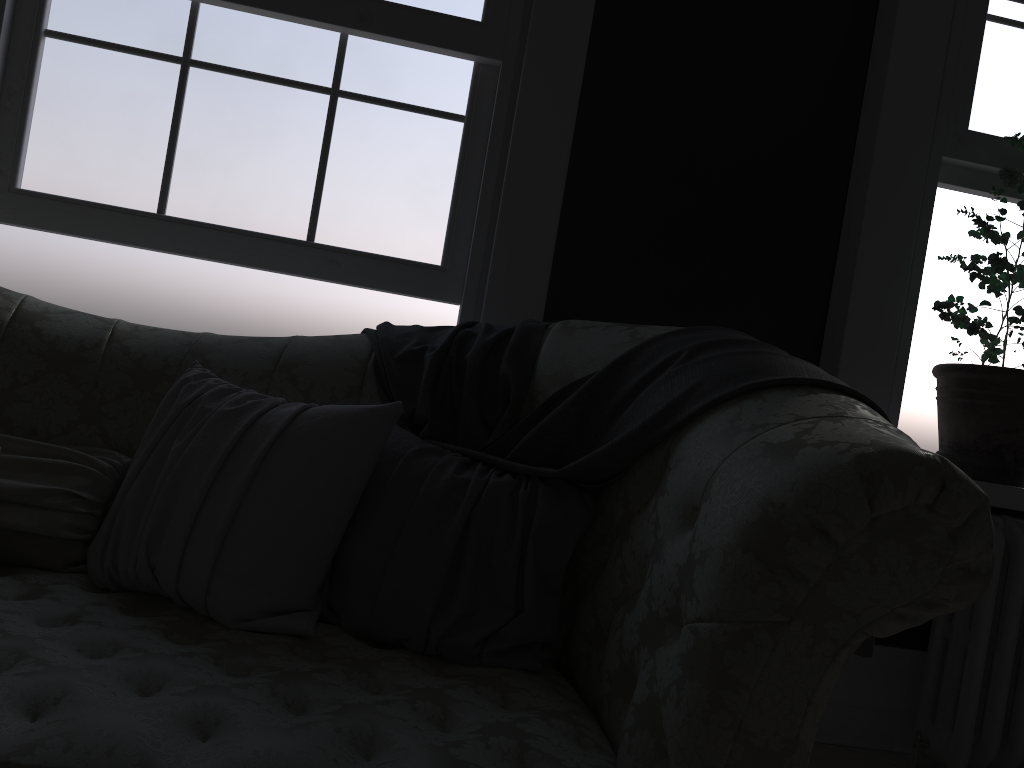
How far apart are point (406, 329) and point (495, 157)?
0.75m

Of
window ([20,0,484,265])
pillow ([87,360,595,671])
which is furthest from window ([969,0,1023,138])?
pillow ([87,360,595,671])

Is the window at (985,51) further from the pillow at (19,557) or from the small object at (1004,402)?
the pillow at (19,557)

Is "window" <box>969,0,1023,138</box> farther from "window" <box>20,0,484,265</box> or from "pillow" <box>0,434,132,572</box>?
"pillow" <box>0,434,132,572</box>

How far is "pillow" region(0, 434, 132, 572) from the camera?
1.67m

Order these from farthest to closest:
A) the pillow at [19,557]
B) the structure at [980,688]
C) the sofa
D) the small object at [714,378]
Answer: the structure at [980,688], the pillow at [19,557], the small object at [714,378], the sofa

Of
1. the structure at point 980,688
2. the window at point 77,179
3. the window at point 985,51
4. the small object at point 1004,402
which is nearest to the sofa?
the window at point 77,179

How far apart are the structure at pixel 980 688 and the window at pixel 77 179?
1.80m

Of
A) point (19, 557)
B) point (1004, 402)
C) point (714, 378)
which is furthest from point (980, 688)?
point (19, 557)

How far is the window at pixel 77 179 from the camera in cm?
254
